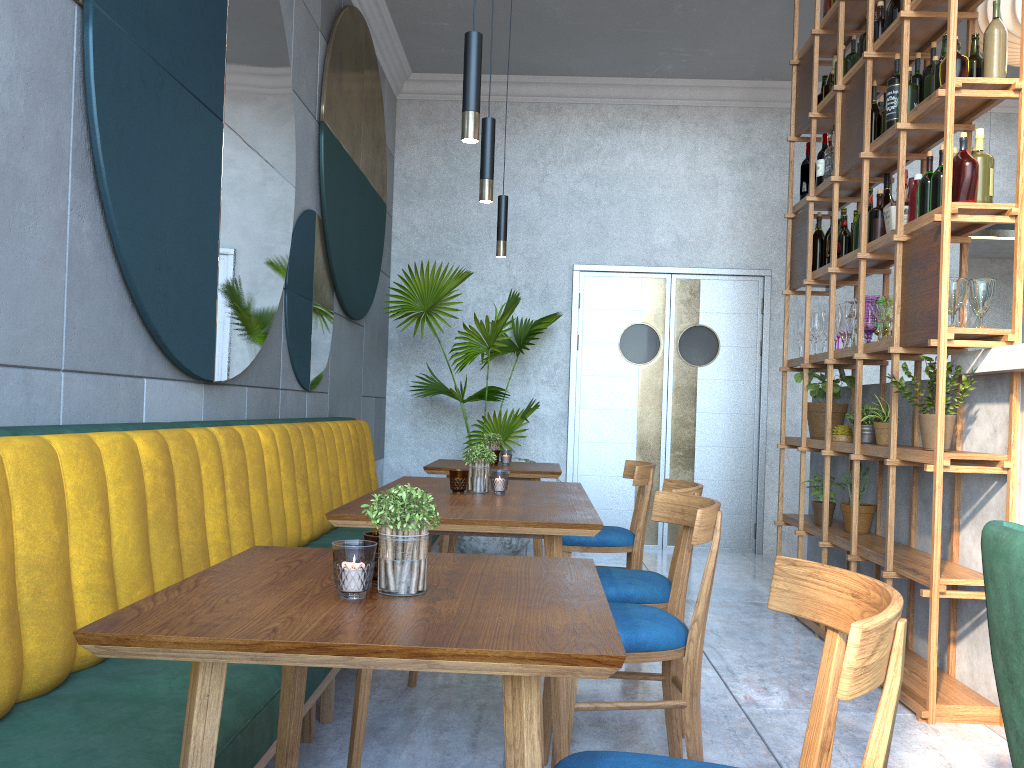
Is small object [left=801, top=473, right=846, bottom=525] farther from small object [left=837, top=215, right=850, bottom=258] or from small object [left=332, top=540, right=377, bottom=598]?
small object [left=332, top=540, right=377, bottom=598]

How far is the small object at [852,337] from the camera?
4.00m

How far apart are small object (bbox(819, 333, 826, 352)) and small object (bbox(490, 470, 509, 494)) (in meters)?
2.78

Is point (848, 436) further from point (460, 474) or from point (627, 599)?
point (460, 474)

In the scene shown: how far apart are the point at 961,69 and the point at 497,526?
2.4 meters

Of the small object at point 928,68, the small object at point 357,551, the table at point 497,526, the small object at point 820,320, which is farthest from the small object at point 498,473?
the small object at point 820,320

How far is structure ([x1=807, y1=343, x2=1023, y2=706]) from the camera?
3.1 meters

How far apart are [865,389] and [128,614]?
4.0m

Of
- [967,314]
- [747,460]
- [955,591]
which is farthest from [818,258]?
[747,460]

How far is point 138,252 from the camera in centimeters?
249cm
